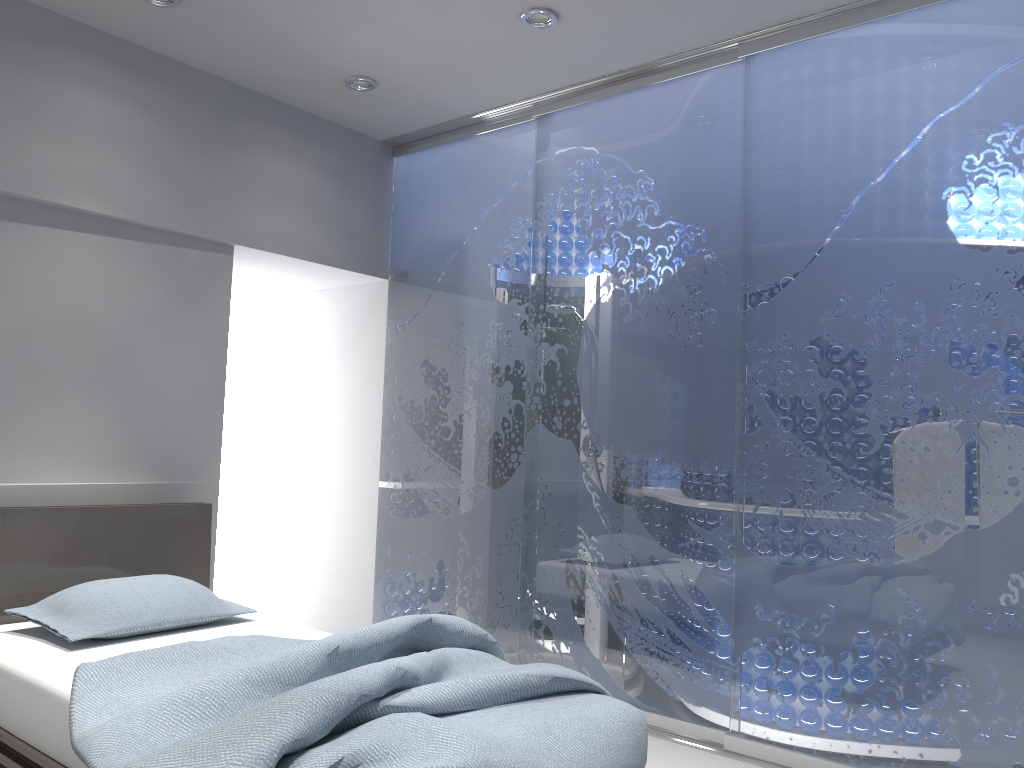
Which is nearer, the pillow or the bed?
the bed

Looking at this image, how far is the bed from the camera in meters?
1.8 m

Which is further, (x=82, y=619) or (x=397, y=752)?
(x=82, y=619)

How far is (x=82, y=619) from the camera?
2.9m

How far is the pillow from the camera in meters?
2.9

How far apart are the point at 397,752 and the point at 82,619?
1.6m

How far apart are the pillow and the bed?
0.0m

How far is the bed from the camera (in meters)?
1.78

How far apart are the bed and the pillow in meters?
0.0 m
